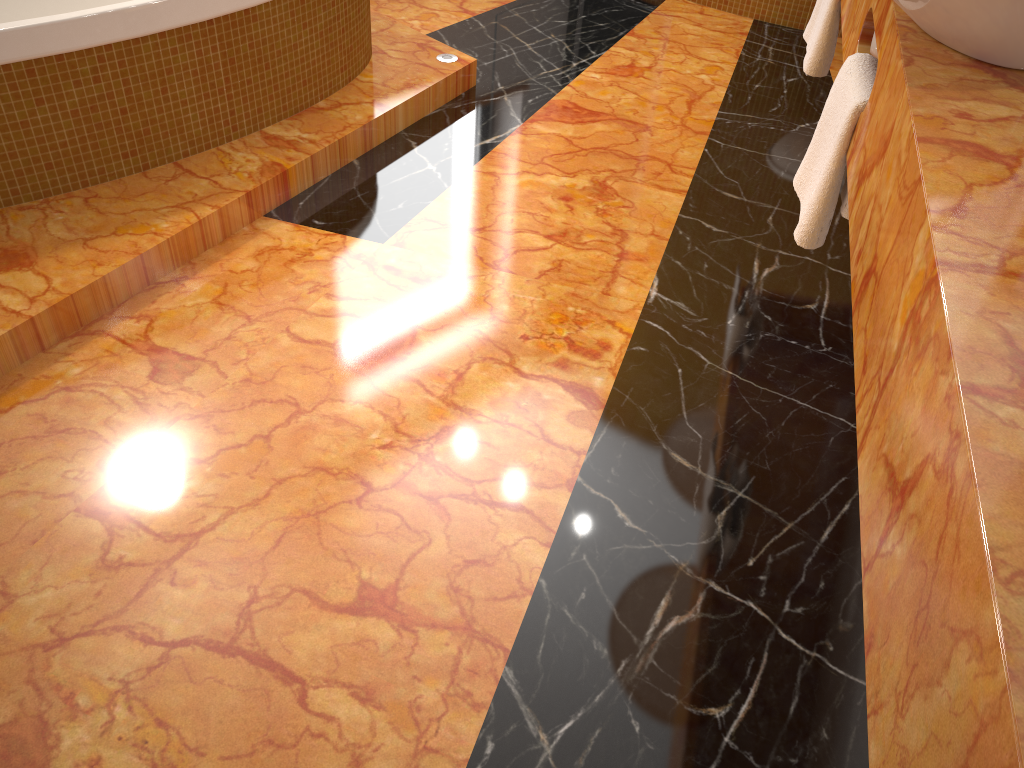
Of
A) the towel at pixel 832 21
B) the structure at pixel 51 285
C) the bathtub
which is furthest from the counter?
the bathtub

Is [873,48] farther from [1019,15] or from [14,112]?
[14,112]

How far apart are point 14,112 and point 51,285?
0.43m

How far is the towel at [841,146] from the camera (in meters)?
1.51

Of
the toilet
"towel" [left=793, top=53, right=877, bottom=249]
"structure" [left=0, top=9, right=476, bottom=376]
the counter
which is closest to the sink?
the counter

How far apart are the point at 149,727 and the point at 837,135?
1.4 meters

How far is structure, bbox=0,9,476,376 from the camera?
1.9m

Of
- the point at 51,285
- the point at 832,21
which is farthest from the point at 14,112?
the point at 832,21

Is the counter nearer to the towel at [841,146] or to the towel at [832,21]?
the towel at [841,146]

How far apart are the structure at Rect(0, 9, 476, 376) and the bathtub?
0.01m
